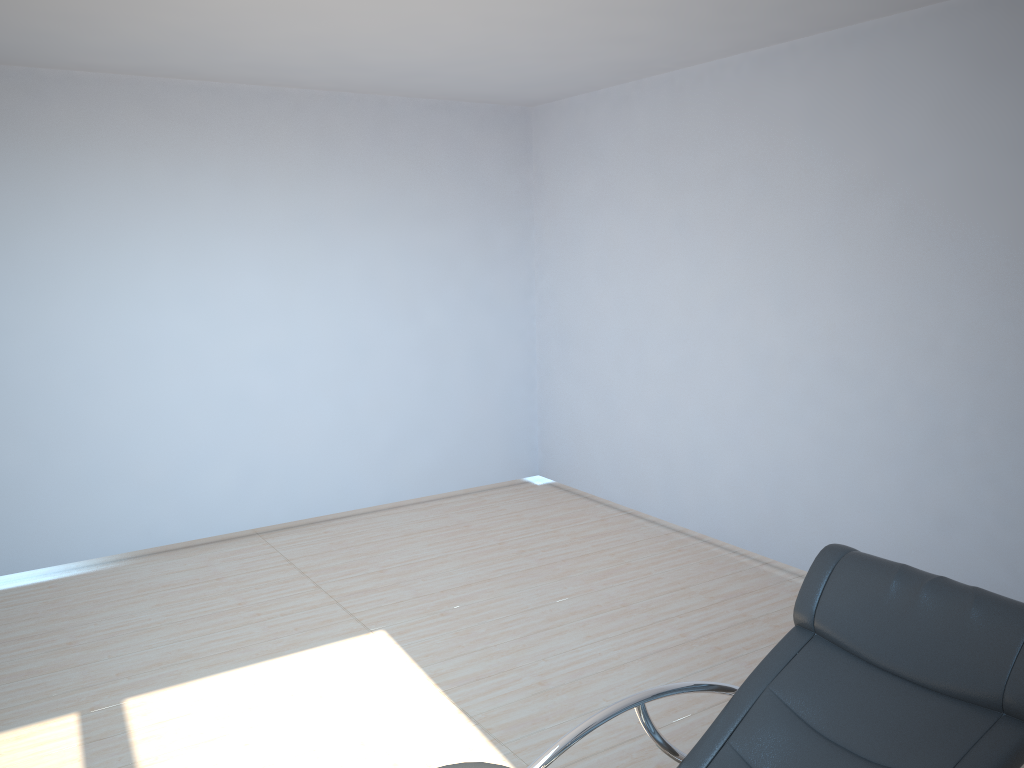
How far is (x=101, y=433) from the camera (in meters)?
5.40

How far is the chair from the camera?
2.18m

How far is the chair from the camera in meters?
2.2
